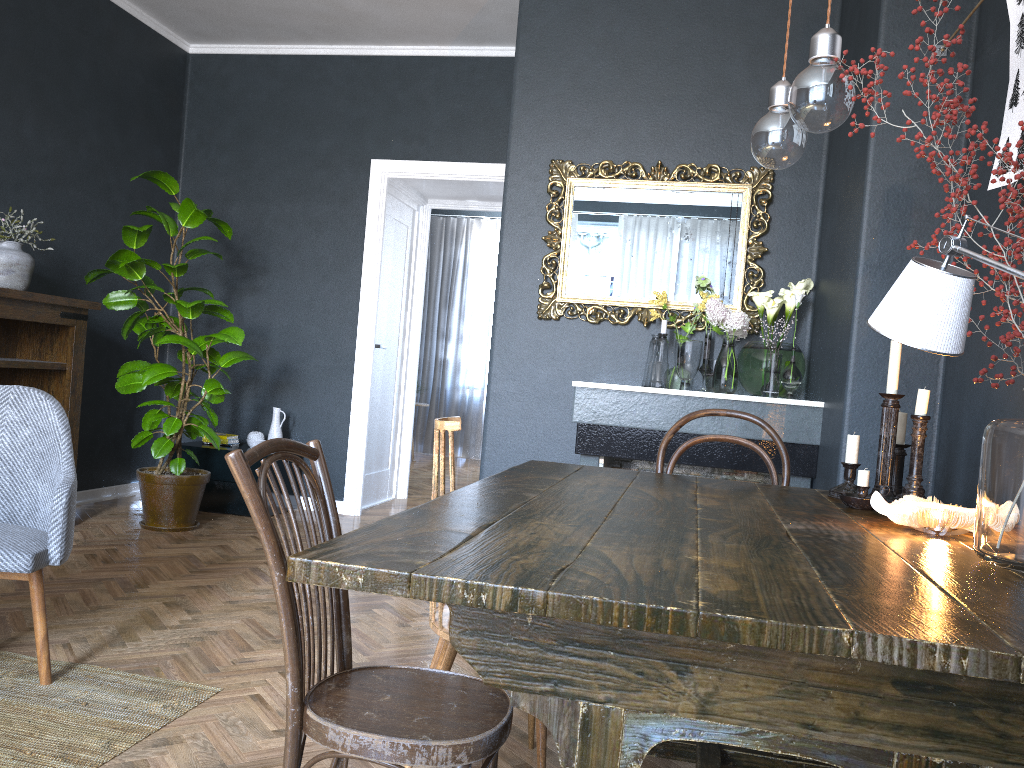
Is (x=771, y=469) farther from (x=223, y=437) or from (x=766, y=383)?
(x=223, y=437)

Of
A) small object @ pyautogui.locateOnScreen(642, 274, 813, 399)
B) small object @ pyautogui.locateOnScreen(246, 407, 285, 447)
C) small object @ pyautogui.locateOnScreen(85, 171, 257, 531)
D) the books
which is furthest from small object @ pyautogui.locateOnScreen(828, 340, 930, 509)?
the books

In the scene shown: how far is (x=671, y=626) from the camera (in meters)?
0.96

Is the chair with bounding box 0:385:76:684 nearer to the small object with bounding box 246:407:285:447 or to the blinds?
the small object with bounding box 246:407:285:447

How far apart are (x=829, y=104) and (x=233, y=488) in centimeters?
453cm

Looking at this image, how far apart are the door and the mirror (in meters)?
1.89

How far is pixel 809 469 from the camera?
3.50m

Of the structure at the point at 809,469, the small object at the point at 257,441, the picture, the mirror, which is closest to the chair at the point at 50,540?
the structure at the point at 809,469

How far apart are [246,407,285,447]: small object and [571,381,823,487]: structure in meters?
2.3 m

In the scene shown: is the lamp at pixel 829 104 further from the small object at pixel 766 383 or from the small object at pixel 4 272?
the small object at pixel 4 272
